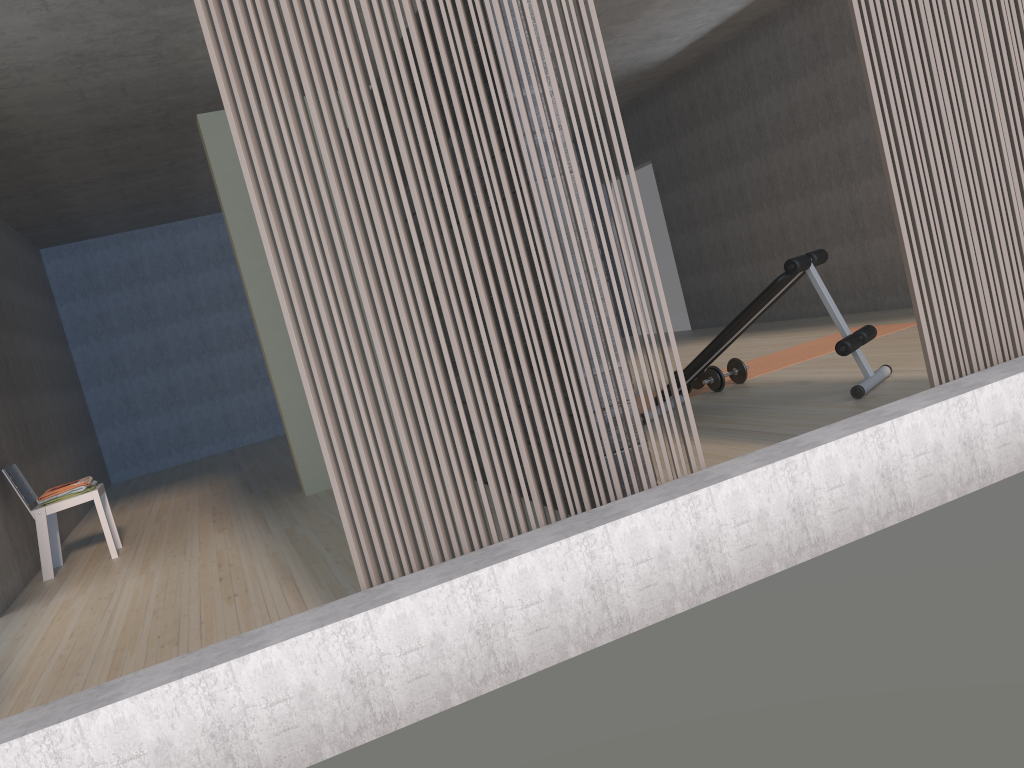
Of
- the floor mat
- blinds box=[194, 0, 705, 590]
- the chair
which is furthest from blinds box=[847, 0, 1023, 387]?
the chair

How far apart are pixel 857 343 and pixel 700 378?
1.56m

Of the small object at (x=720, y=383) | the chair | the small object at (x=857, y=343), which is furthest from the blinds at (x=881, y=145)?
the chair

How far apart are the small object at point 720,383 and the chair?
3.8m

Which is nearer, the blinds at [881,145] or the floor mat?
the blinds at [881,145]

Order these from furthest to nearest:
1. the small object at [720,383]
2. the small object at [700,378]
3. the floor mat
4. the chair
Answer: the floor mat, the small object at [700,378], the small object at [720,383], the chair

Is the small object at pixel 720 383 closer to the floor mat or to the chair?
the floor mat

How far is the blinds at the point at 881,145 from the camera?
3.0 meters

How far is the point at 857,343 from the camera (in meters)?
4.43

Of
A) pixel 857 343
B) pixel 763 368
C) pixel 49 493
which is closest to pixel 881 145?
pixel 857 343
